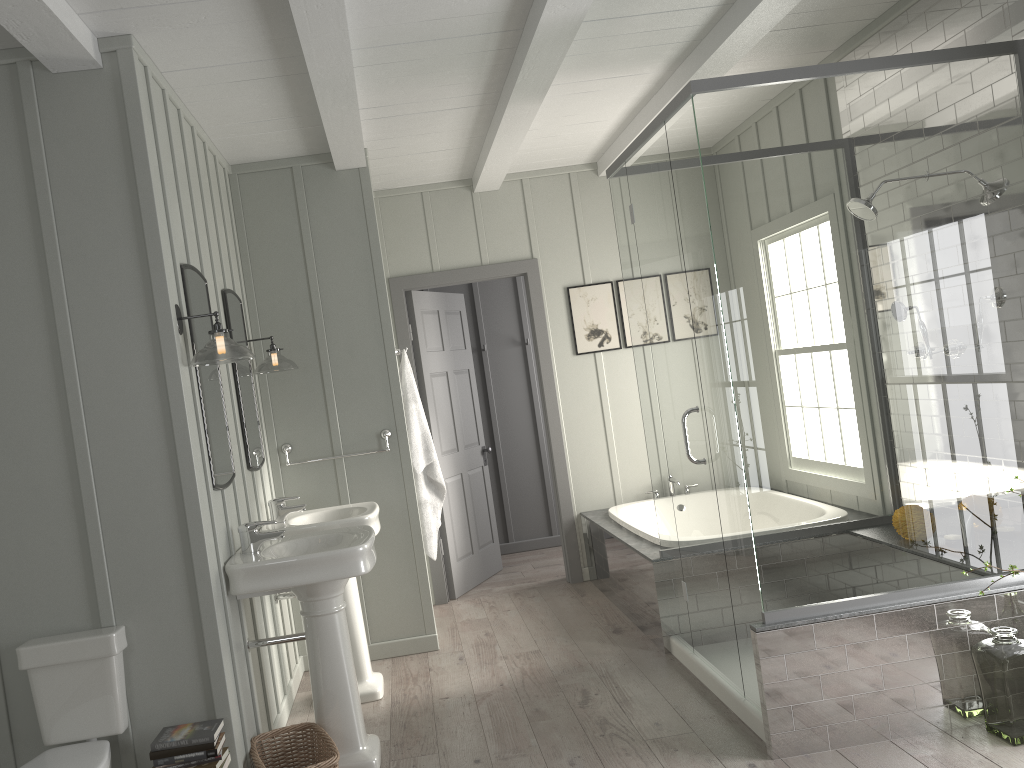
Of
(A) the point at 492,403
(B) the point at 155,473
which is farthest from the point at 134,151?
(A) the point at 492,403

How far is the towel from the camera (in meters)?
4.90

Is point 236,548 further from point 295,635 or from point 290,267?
point 290,267

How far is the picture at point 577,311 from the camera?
6.0 meters

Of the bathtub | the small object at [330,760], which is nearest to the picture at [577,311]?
the bathtub

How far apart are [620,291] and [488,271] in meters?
0.9 m

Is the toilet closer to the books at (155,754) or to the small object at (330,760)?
the books at (155,754)

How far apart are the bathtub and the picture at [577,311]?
1.1m

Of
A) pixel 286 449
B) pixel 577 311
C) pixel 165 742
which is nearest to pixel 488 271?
pixel 577 311

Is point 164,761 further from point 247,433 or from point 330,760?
point 247,433
